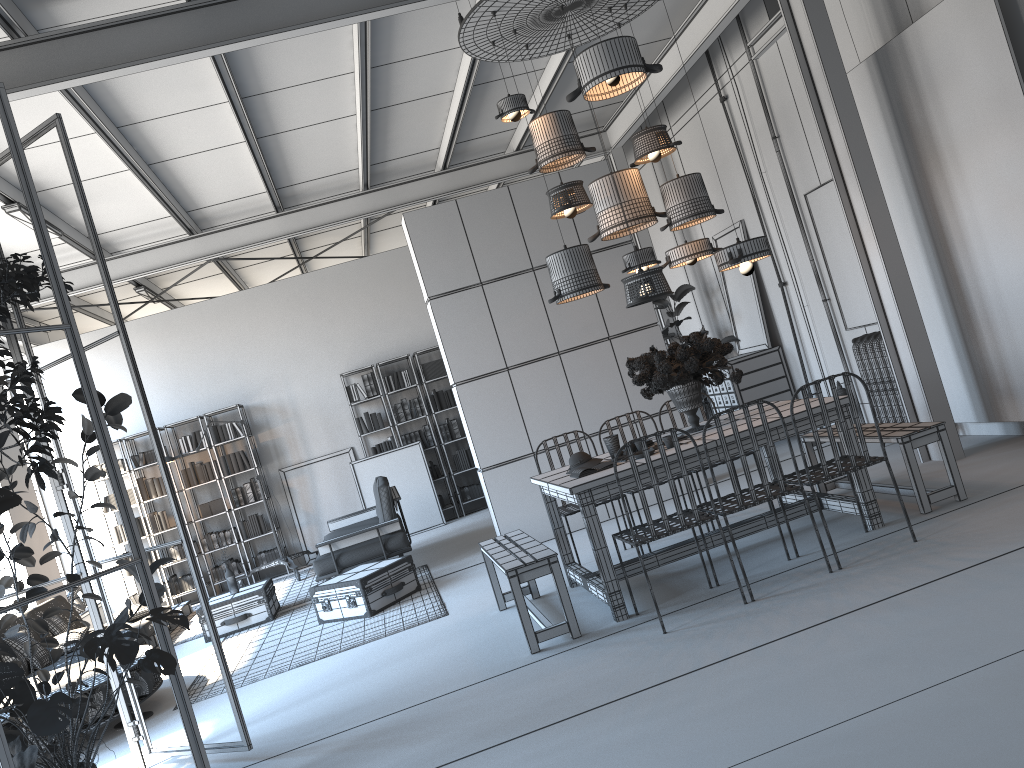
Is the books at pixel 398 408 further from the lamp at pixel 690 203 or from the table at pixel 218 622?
the lamp at pixel 690 203

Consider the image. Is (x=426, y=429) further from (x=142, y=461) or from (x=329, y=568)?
(x=329, y=568)

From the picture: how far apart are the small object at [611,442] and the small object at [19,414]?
3.12m

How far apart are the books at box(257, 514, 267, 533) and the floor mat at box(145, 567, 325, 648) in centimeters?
79cm

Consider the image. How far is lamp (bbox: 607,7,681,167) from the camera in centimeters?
581cm

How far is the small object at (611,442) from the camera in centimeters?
564cm

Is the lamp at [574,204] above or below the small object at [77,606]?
above

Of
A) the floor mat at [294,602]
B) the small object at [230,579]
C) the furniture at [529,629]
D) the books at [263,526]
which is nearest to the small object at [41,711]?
the furniture at [529,629]

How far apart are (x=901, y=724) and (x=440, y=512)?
8.9 meters

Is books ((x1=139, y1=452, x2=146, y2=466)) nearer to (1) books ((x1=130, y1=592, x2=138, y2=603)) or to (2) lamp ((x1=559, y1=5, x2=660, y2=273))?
(1) books ((x1=130, y1=592, x2=138, y2=603))
